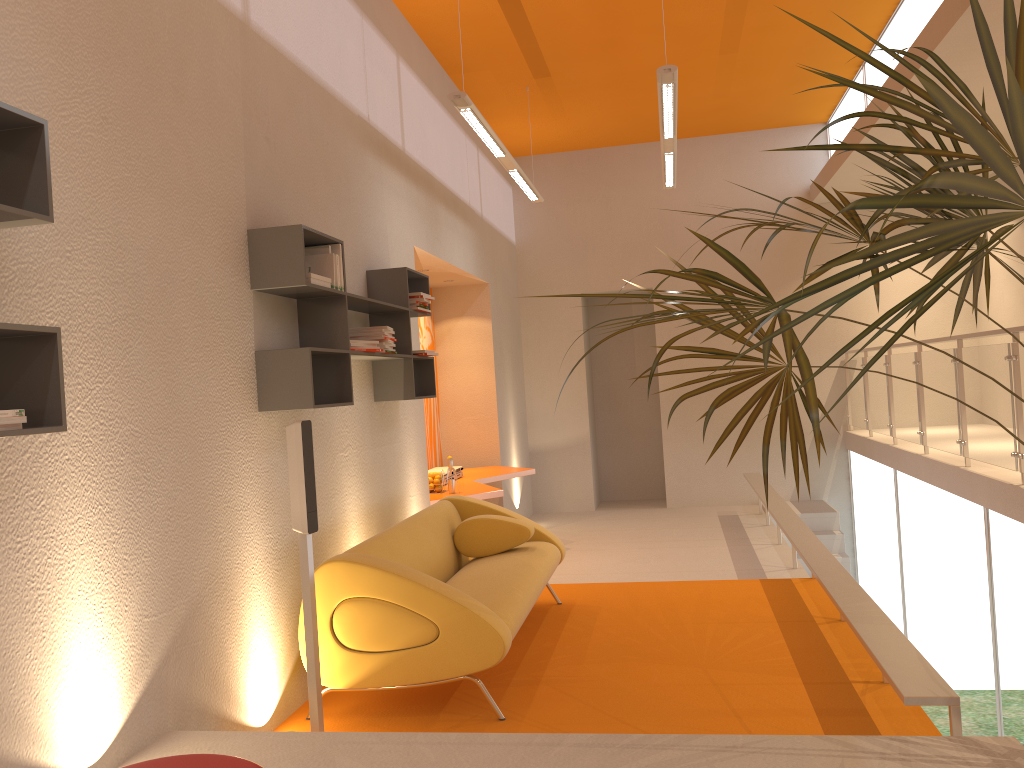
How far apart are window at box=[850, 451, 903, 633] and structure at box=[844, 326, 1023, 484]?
0.36m

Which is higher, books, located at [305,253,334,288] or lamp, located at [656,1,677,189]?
lamp, located at [656,1,677,189]

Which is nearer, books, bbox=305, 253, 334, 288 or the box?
the box

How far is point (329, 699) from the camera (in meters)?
4.12

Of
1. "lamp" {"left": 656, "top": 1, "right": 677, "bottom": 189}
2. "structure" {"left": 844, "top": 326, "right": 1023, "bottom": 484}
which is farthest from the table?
"structure" {"left": 844, "top": 326, "right": 1023, "bottom": 484}

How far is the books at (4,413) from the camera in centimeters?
204cm

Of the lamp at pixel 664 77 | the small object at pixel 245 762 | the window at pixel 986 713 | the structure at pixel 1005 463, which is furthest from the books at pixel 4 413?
the window at pixel 986 713

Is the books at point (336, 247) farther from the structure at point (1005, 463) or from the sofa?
the structure at point (1005, 463)

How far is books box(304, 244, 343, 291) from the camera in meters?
4.2 m

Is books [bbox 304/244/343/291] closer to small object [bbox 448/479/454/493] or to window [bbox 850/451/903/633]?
small object [bbox 448/479/454/493]
